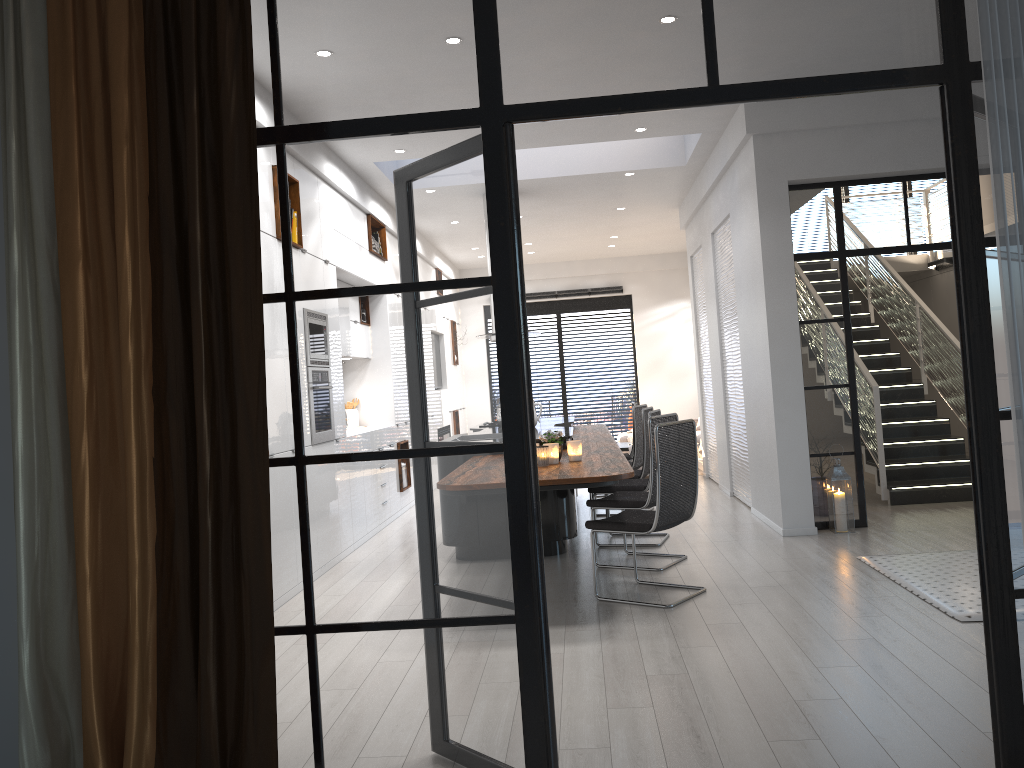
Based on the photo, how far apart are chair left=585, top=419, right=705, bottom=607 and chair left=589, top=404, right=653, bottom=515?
2.76m

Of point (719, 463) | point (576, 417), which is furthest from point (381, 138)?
point (576, 417)

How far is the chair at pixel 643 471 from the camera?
7.4m

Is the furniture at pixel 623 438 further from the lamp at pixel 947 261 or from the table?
the lamp at pixel 947 261

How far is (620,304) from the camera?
15.3 meters

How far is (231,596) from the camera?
2.43m

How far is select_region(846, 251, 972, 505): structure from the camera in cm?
788

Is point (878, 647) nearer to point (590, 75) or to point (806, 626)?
point (806, 626)

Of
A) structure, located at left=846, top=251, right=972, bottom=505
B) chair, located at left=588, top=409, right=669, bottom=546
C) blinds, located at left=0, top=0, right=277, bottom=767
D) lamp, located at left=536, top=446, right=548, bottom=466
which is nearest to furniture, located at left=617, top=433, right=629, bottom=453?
structure, located at left=846, top=251, right=972, bottom=505

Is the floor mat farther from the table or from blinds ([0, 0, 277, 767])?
the table
